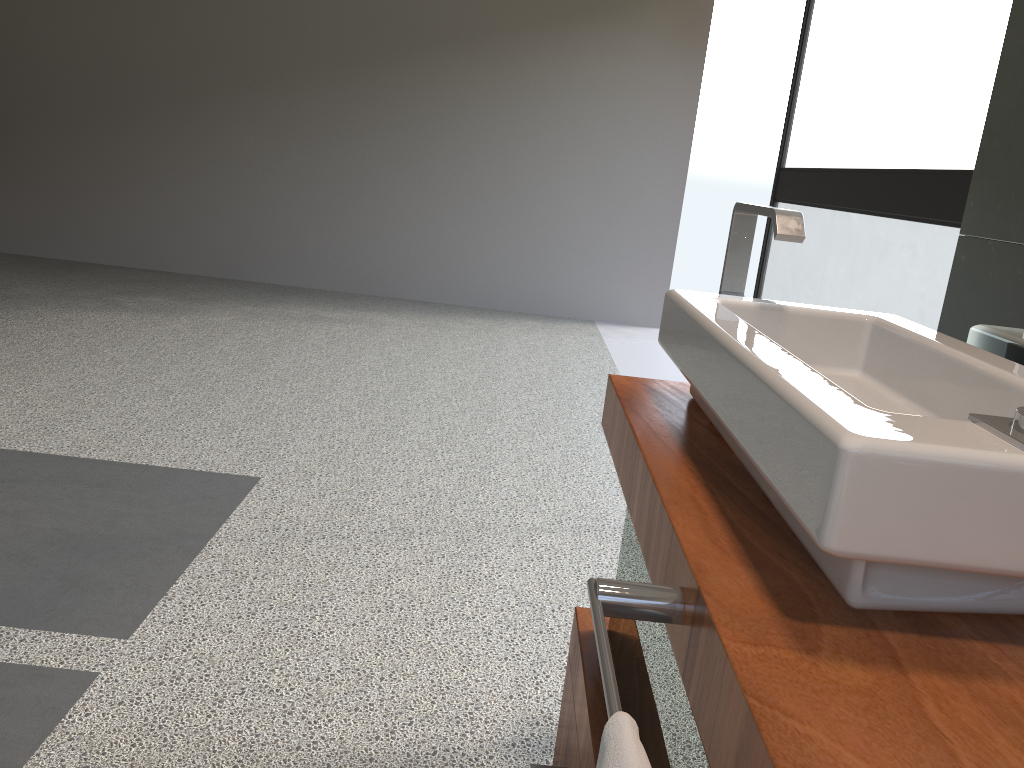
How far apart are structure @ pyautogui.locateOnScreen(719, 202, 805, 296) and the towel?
0.8 meters

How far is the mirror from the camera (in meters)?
1.13

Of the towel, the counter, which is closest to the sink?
the counter

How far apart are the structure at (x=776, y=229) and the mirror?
0.24m

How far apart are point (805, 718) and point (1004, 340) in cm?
79

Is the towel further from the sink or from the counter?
the sink

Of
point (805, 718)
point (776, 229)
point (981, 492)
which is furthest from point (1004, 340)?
point (805, 718)

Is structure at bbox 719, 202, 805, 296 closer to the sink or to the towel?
the sink

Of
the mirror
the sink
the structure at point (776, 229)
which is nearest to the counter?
the sink

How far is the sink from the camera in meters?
0.6 m
